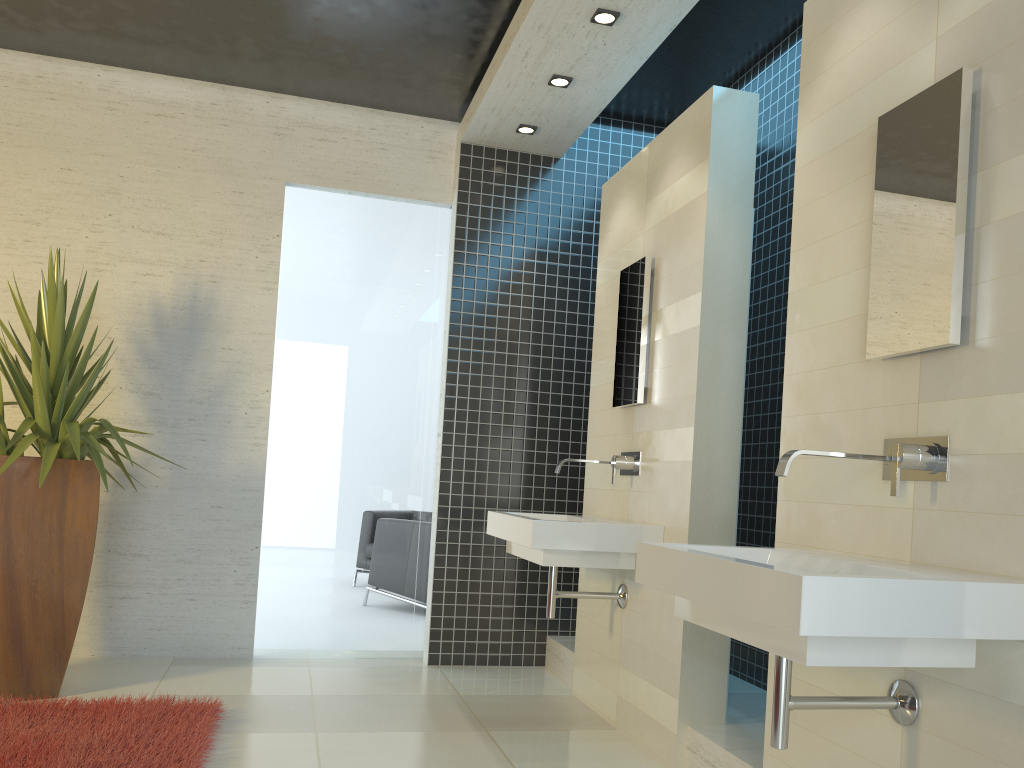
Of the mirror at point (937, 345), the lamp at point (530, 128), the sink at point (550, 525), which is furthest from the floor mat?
the lamp at point (530, 128)

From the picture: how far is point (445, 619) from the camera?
5.2 meters

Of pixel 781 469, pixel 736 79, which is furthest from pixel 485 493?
pixel 781 469

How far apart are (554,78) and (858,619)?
3.5 meters

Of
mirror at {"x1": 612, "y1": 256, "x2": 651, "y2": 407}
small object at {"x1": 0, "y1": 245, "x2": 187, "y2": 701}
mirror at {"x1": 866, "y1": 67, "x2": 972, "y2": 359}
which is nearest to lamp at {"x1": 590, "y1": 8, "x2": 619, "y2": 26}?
mirror at {"x1": 612, "y1": 256, "x2": 651, "y2": 407}

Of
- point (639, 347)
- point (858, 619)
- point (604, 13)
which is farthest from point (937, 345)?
point (604, 13)

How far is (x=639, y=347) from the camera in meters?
4.0

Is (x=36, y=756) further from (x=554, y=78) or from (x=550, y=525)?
(x=554, y=78)

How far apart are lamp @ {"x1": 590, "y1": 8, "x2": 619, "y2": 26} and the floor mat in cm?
334

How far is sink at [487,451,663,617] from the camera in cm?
358
